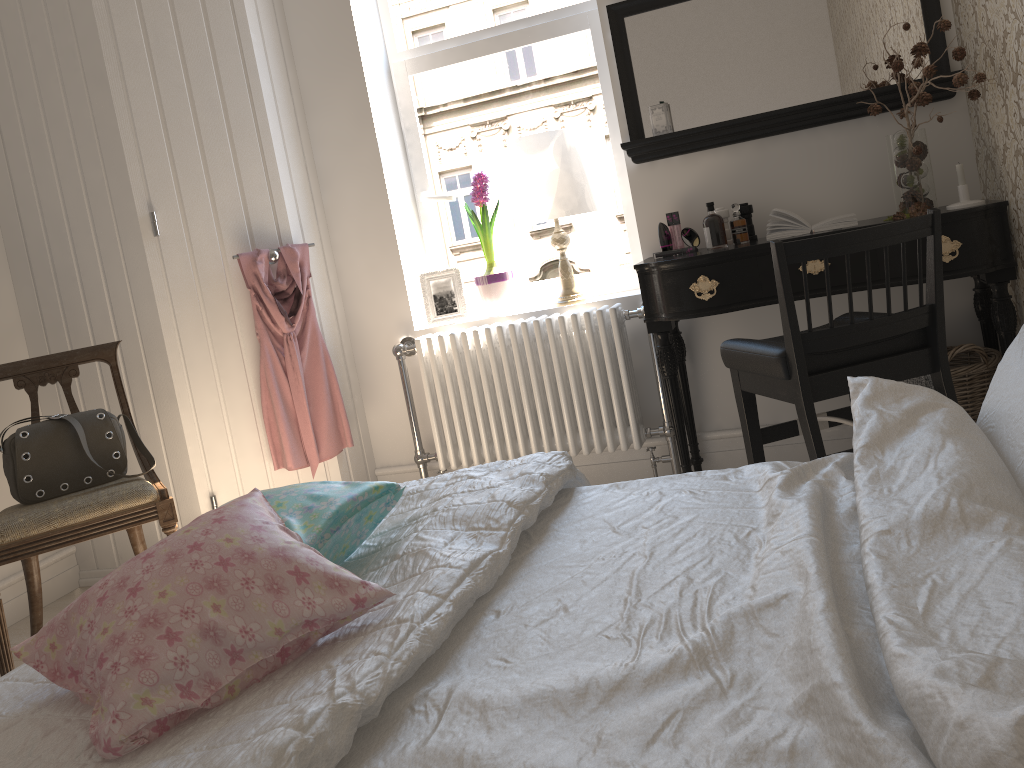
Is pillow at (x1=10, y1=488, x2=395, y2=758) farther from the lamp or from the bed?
the lamp

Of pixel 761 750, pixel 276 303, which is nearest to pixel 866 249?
pixel 761 750

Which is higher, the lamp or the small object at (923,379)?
the lamp

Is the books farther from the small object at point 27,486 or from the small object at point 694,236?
the small object at point 27,486

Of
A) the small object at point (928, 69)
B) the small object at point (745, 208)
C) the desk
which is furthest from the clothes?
the small object at point (928, 69)

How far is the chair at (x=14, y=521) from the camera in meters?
2.5

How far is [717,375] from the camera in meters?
3.2 m

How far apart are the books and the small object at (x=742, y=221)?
0.09m

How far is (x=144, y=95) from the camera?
3.0 meters

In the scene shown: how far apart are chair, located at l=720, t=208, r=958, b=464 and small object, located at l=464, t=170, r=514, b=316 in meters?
Answer: 1.2
